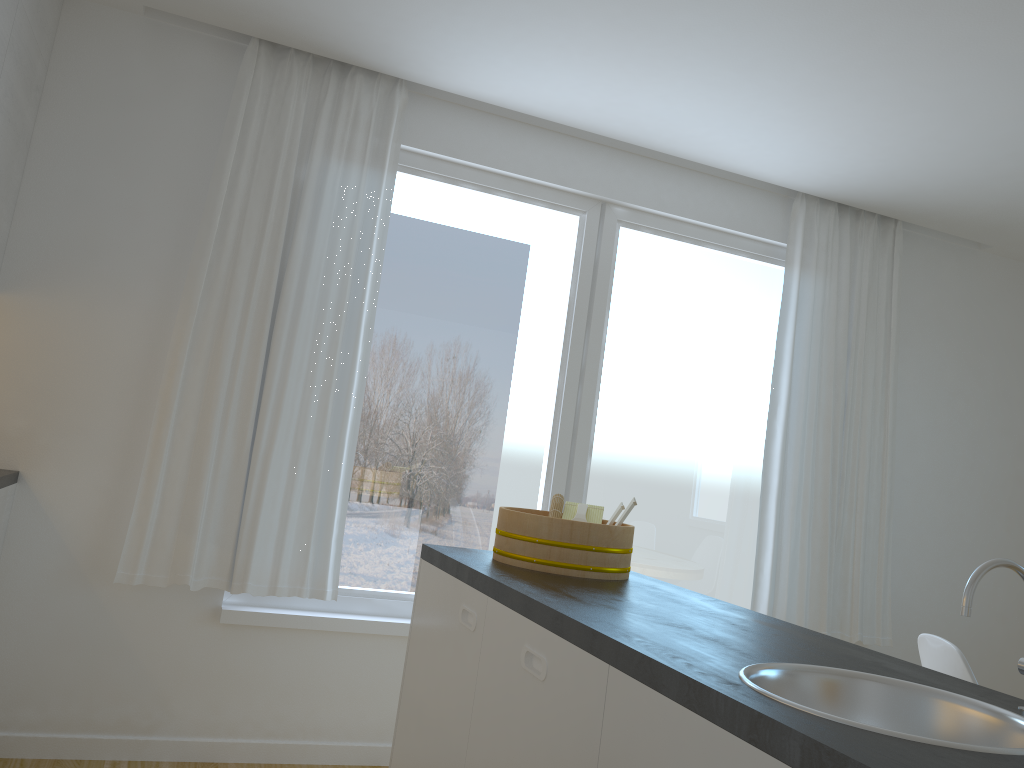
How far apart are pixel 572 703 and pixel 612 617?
0.2 meters

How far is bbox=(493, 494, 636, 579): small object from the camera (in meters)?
2.27

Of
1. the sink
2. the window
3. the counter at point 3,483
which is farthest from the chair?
the counter at point 3,483

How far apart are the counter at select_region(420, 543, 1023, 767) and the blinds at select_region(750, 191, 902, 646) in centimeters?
182cm

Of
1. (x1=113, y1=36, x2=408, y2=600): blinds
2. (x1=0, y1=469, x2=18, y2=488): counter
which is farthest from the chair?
(x1=0, y1=469, x2=18, y2=488): counter

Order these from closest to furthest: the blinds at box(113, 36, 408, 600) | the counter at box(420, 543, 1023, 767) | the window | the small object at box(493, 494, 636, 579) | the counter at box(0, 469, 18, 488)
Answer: the counter at box(420, 543, 1023, 767) < the small object at box(493, 494, 636, 579) < the counter at box(0, 469, 18, 488) < the blinds at box(113, 36, 408, 600) < the window

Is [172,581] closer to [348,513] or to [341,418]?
[348,513]

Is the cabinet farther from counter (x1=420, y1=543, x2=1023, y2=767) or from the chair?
the chair

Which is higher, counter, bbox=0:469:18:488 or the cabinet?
the cabinet

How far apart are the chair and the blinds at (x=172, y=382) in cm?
206
